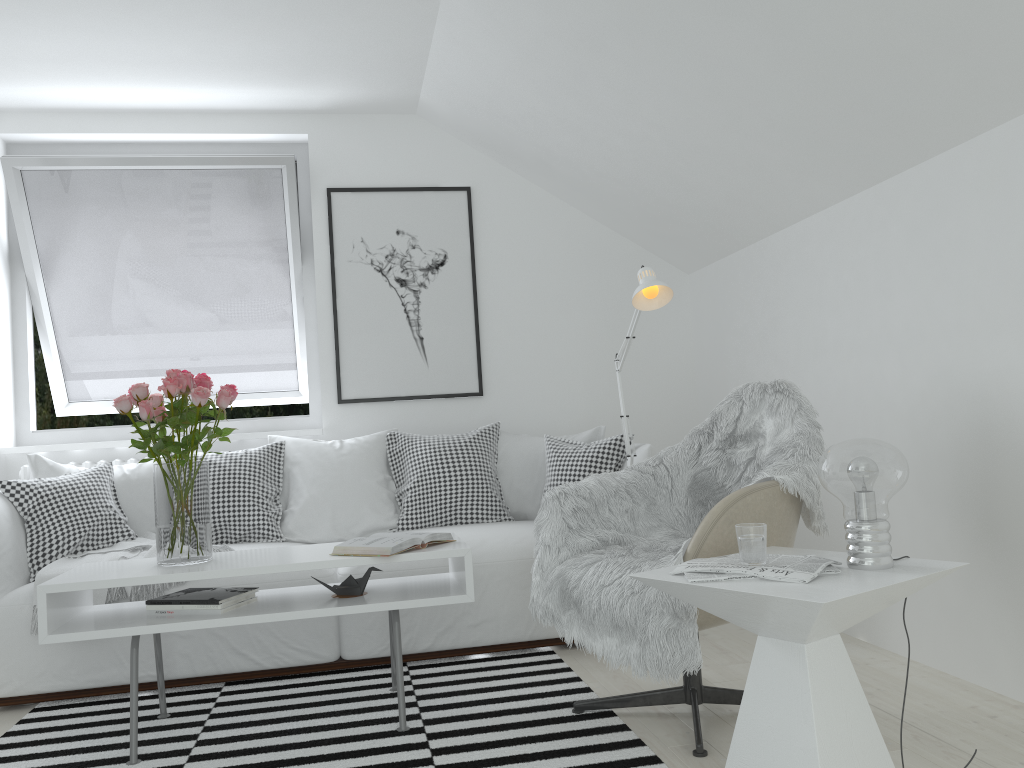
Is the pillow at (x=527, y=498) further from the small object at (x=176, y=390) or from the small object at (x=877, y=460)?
the small object at (x=877, y=460)

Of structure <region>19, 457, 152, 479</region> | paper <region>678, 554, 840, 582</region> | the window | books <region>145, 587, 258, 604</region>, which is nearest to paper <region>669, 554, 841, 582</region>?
paper <region>678, 554, 840, 582</region>

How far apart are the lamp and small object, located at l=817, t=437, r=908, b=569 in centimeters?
107cm

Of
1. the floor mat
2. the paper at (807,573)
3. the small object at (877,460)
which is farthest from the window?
the small object at (877,460)

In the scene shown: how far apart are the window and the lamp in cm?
193

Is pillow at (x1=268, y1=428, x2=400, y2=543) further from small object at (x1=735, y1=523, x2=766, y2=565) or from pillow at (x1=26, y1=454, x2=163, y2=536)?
small object at (x1=735, y1=523, x2=766, y2=565)

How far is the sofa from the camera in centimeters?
306cm

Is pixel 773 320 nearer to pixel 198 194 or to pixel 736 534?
pixel 736 534

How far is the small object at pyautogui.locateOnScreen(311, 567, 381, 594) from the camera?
2.7 meters

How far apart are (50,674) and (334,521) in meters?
1.2
